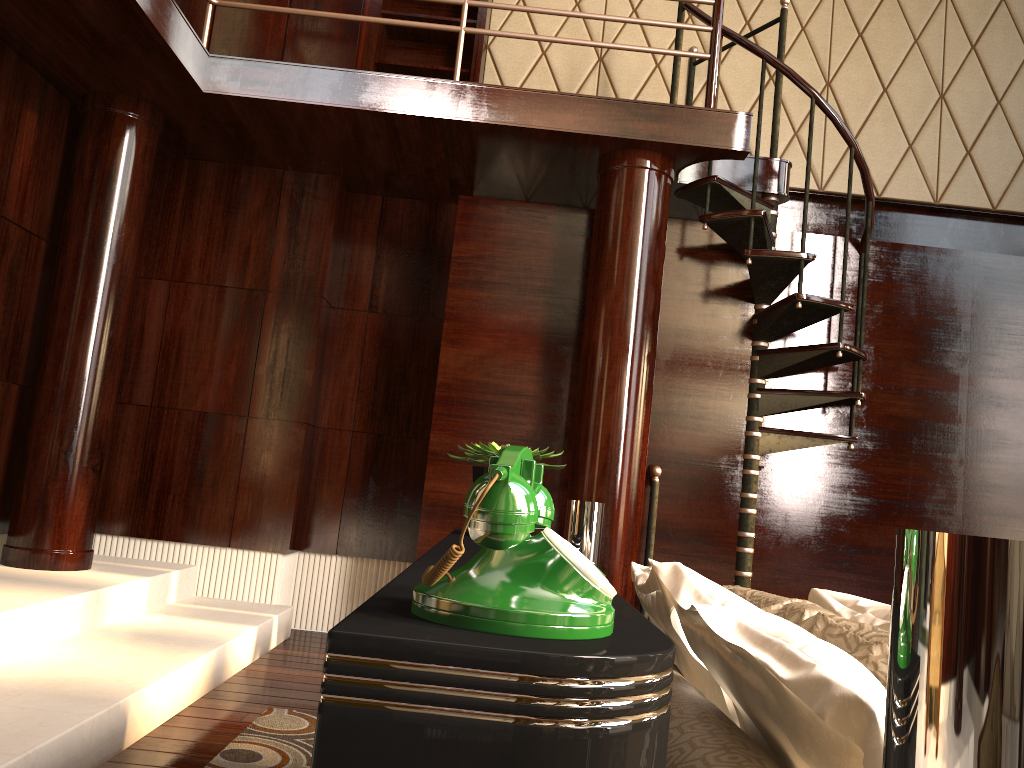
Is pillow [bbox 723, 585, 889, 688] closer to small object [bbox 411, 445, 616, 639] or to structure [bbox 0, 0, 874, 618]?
small object [bbox 411, 445, 616, 639]

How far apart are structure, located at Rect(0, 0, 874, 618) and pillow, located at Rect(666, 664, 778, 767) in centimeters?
227cm

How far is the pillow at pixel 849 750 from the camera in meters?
0.8

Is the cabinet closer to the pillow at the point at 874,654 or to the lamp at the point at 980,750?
the pillow at the point at 874,654

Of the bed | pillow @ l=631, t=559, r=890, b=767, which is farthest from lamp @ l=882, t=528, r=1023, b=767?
pillow @ l=631, t=559, r=890, b=767

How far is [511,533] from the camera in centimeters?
59cm

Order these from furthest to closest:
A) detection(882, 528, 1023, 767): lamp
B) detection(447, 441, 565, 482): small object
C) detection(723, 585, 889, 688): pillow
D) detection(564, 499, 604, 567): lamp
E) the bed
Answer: detection(564, 499, 604, 567): lamp
detection(447, 441, 565, 482): small object
detection(723, 585, 889, 688): pillow
the bed
detection(882, 528, 1023, 767): lamp

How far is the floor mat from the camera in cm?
229

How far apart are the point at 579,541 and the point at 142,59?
2.5 meters

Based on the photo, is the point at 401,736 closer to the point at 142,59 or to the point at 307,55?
the point at 142,59
